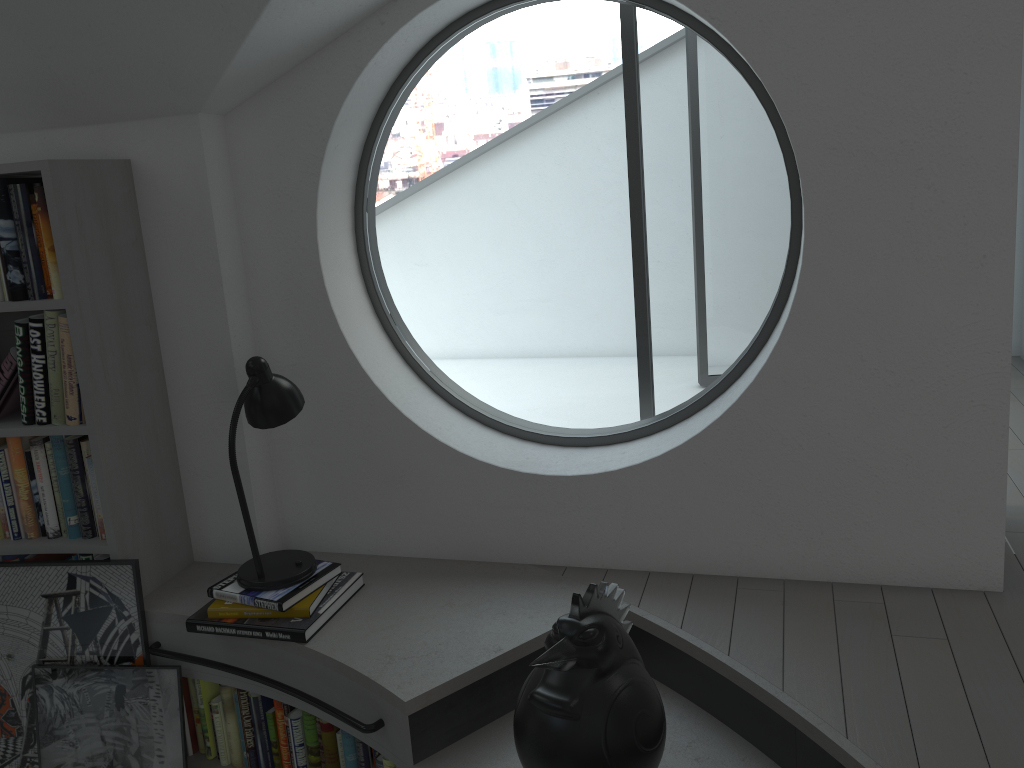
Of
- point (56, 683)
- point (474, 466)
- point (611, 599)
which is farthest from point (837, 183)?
point (56, 683)

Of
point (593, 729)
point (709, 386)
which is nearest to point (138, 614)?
point (593, 729)

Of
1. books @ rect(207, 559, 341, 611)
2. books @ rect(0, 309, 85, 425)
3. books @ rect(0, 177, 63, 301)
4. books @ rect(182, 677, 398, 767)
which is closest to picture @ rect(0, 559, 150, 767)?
books @ rect(182, 677, 398, 767)

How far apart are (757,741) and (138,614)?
1.84m

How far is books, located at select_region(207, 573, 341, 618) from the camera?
2.5m

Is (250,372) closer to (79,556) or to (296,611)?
(296,611)

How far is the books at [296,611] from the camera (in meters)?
2.52

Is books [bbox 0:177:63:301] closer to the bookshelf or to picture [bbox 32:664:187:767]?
the bookshelf

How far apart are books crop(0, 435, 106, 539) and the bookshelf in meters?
0.0

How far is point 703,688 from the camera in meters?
2.3 m
